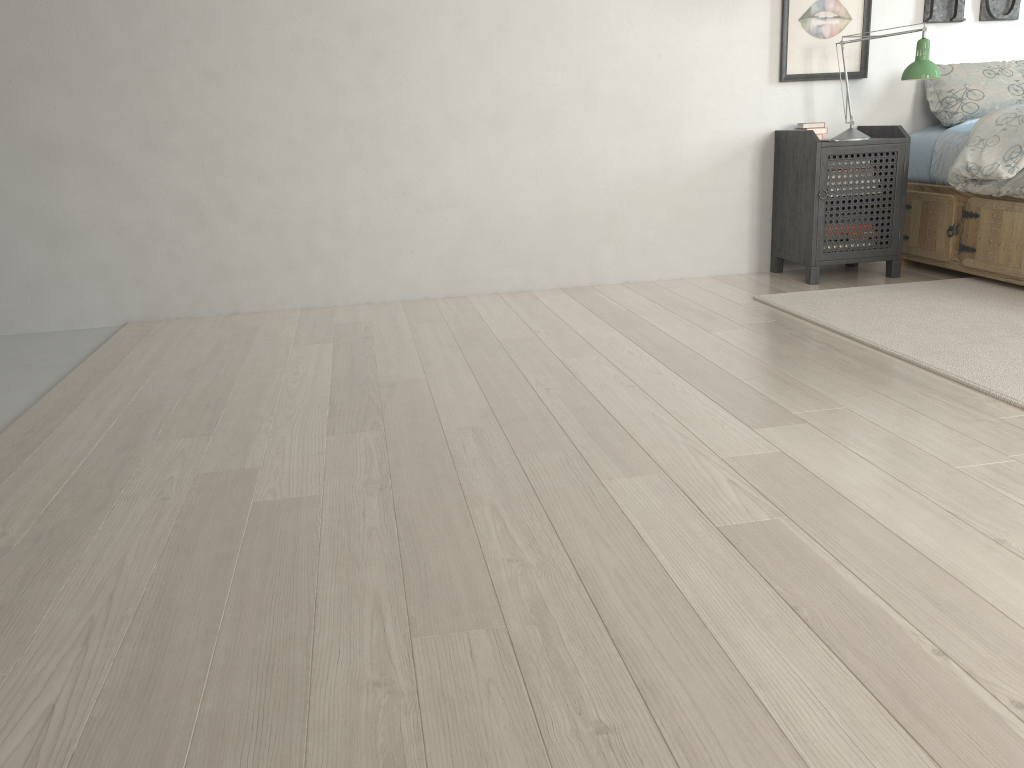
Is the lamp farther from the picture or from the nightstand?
the picture

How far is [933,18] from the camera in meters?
4.0 m

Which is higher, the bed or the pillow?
the pillow

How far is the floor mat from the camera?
2.50m

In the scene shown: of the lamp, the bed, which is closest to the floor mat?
the bed

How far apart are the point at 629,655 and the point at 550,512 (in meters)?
0.50

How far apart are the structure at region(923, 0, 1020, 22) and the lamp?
0.46m

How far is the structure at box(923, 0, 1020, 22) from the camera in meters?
4.0

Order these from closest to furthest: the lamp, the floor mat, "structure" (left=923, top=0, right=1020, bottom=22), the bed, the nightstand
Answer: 1. the floor mat
2. the bed
3. the lamp
4. the nightstand
5. "structure" (left=923, top=0, right=1020, bottom=22)

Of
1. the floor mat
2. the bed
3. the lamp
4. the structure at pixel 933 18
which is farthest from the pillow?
the floor mat
